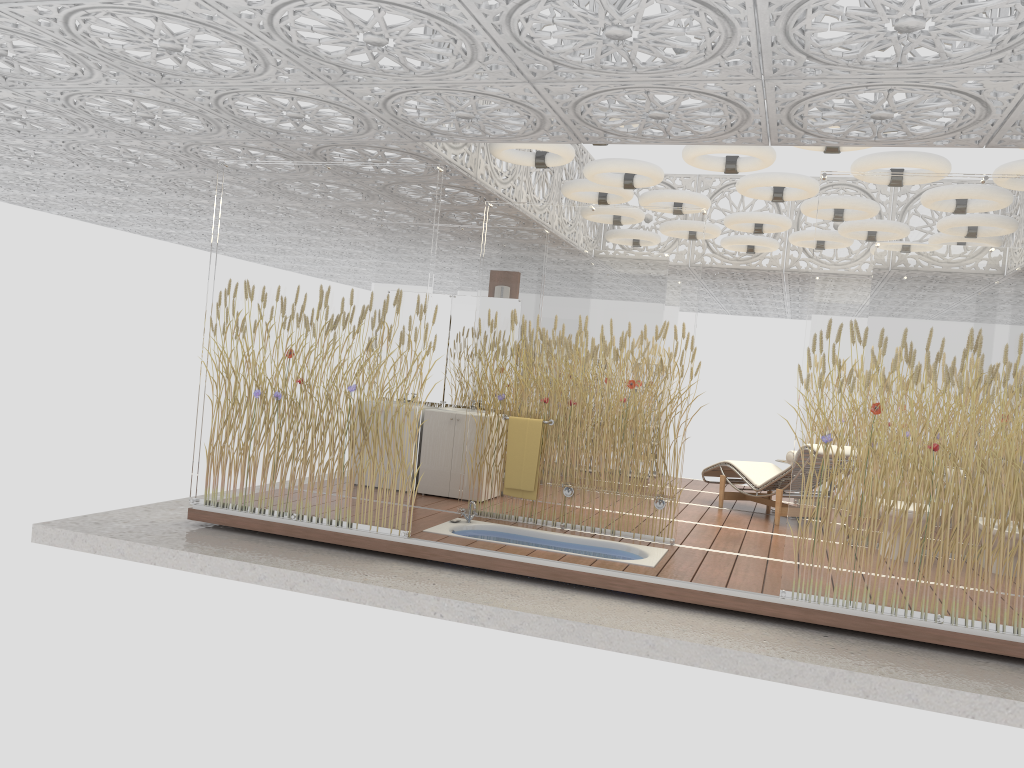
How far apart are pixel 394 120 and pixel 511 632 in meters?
3.3 m

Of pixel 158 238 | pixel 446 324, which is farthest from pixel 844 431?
pixel 158 238

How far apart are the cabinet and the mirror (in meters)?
0.55

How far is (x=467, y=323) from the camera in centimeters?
870cm

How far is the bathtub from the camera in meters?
6.4

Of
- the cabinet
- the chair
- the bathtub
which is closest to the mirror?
the cabinet

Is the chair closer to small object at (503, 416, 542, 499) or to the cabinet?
small object at (503, 416, 542, 499)

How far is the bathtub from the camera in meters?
6.4 m

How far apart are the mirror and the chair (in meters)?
2.79

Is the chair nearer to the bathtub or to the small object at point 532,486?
the bathtub
